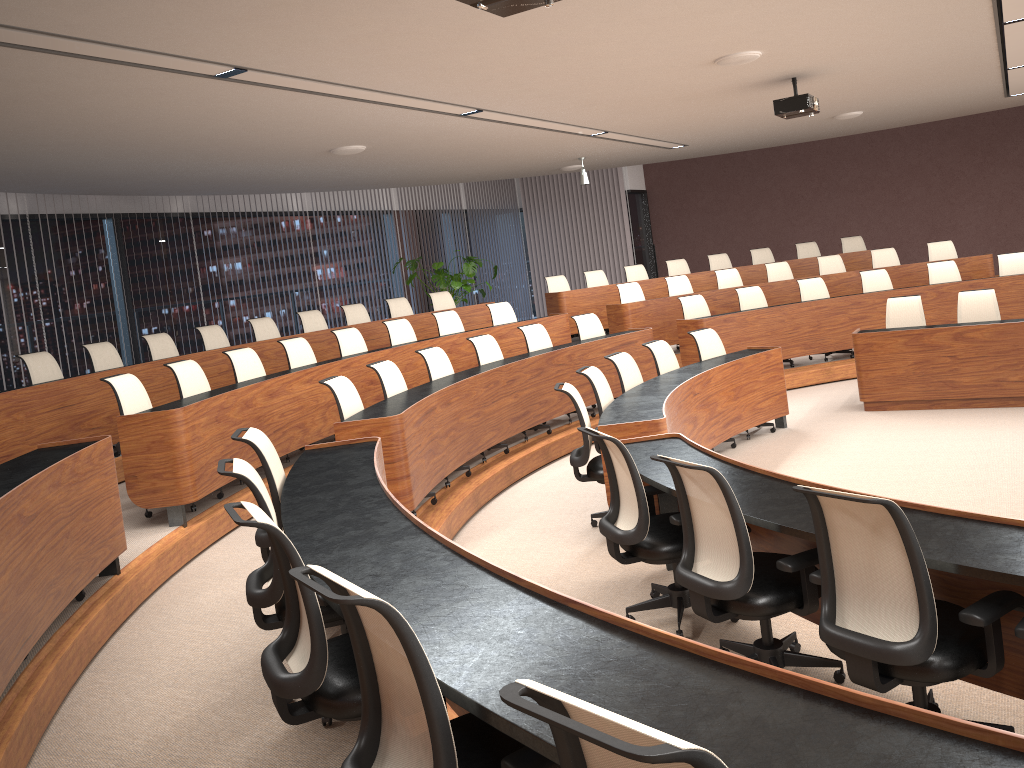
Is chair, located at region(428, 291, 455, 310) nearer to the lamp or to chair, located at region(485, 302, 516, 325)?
chair, located at region(485, 302, 516, 325)

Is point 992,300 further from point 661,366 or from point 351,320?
point 351,320

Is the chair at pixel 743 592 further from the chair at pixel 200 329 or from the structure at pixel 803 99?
the chair at pixel 200 329

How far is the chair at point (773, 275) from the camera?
11.9 meters

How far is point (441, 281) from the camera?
13.30m

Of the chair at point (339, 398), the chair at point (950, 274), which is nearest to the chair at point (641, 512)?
the chair at point (339, 398)

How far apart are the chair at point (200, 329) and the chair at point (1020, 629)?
8.0m

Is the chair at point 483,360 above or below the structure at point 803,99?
below

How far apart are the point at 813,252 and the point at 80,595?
11.6m

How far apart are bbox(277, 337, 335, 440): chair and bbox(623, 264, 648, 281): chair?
6.1 meters
